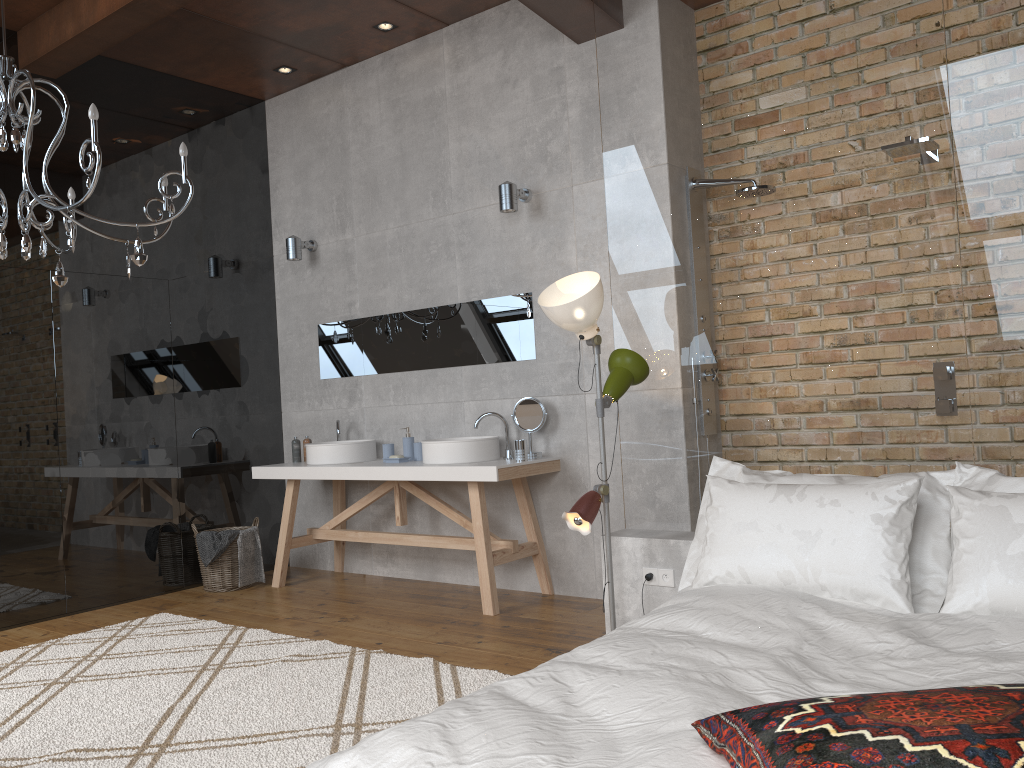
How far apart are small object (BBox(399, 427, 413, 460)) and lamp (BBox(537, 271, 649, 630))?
1.98m

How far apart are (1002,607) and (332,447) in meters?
3.8

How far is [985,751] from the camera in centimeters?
135cm

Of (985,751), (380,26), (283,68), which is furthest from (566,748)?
(283,68)

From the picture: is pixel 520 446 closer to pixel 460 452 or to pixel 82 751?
pixel 460 452

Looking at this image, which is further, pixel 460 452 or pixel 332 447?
pixel 332 447

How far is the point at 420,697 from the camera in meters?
3.3

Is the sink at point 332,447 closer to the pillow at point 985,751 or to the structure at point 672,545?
the structure at point 672,545

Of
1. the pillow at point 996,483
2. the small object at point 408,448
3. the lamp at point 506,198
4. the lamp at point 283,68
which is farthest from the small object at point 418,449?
the lamp at point 283,68

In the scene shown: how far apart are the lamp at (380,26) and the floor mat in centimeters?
353cm
